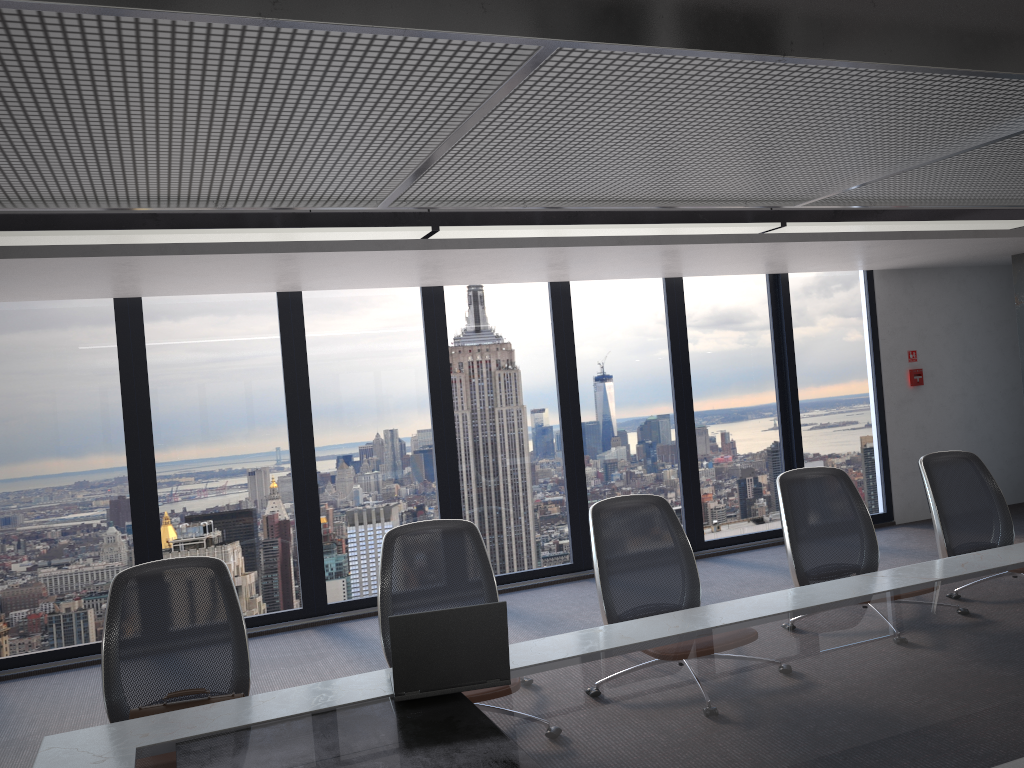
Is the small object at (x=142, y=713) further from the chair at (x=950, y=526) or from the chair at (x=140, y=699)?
the chair at (x=950, y=526)

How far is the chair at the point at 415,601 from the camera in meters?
3.5

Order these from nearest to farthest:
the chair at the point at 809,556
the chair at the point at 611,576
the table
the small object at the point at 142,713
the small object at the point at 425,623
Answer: the table
the small object at the point at 425,623
the small object at the point at 142,713
the chair at the point at 611,576
the chair at the point at 809,556

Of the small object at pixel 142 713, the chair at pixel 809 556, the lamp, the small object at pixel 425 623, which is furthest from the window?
the small object at pixel 425 623

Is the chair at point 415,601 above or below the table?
above

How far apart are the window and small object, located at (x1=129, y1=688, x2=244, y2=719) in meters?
3.7 m

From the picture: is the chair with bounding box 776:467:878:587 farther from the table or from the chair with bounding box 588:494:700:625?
the chair with bounding box 588:494:700:625

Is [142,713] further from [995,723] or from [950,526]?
[950,526]

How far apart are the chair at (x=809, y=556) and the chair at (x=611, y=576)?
0.62m

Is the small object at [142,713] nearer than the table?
No
